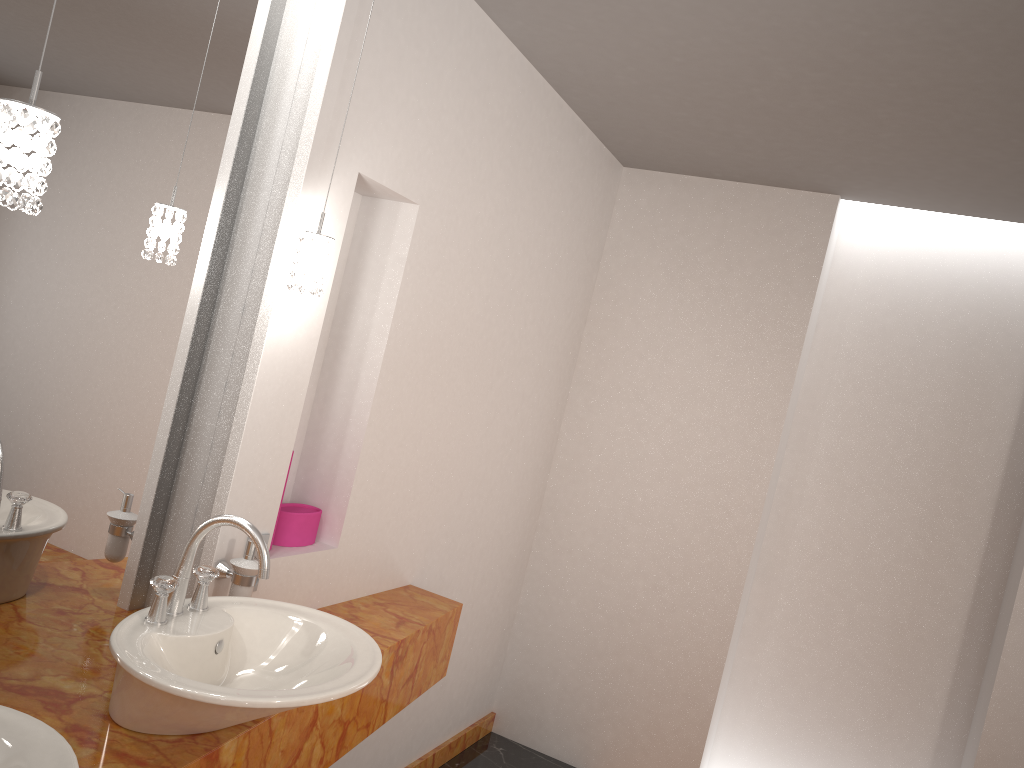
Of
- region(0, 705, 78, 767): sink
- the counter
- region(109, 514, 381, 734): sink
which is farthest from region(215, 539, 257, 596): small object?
region(0, 705, 78, 767): sink

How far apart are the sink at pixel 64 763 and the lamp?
0.7 meters

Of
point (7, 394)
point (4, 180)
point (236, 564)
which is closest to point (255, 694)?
point (236, 564)

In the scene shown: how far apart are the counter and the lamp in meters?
0.8 m

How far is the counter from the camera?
1.5 meters

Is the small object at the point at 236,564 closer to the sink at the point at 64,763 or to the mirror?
the mirror

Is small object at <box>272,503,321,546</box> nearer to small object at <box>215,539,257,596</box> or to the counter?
the counter

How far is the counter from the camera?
1.48m

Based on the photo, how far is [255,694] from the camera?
1.40m

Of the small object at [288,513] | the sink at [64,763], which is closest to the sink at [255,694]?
the sink at [64,763]
